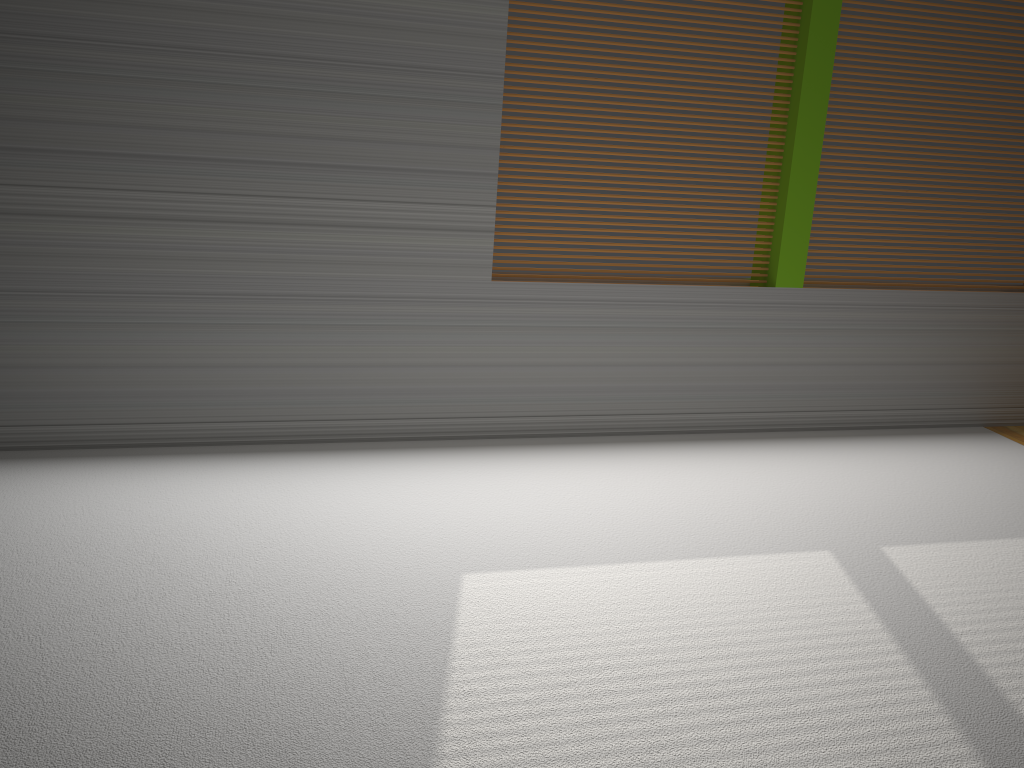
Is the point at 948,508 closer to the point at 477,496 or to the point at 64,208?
the point at 477,496
